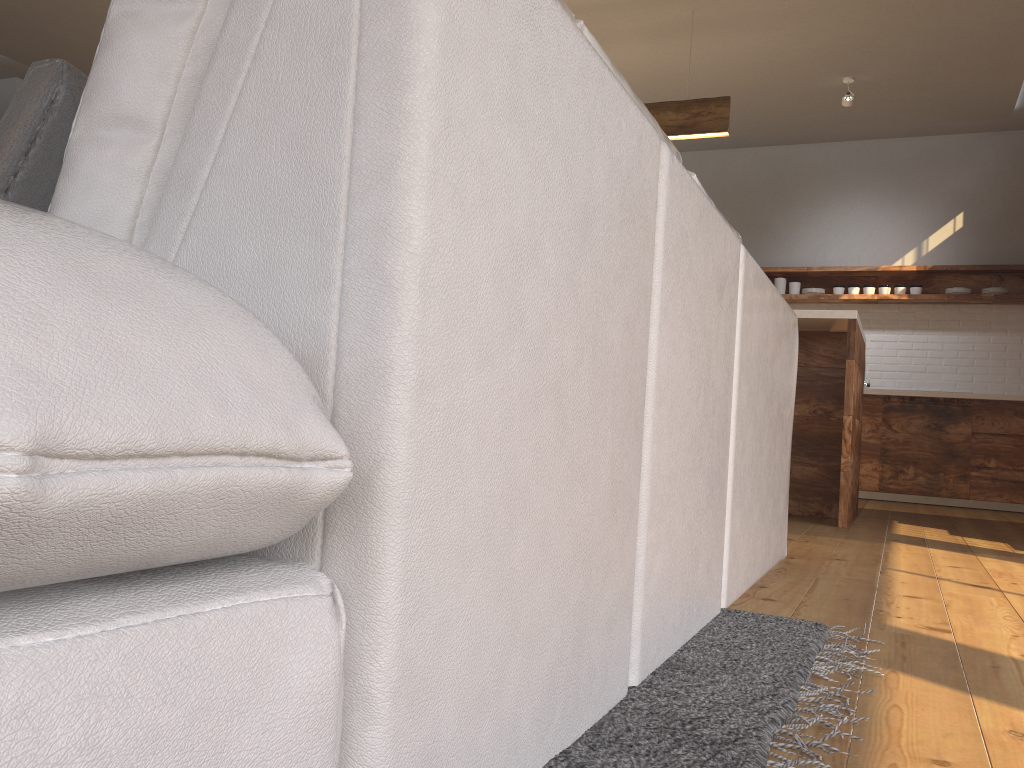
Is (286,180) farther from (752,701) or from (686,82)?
(686,82)

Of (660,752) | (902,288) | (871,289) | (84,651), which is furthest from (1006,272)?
(84,651)

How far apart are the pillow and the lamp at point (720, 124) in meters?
4.4 m

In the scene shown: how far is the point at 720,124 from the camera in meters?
4.8 m

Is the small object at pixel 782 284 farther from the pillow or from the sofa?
the pillow

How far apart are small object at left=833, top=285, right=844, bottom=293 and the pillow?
6.7m

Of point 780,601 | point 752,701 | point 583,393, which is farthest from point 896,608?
point 583,393

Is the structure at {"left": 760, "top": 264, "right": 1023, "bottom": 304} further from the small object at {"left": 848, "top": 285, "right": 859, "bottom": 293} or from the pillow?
the pillow

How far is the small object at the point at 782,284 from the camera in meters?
7.0 m

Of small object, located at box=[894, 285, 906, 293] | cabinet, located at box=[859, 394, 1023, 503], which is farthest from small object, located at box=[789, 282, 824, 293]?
cabinet, located at box=[859, 394, 1023, 503]
